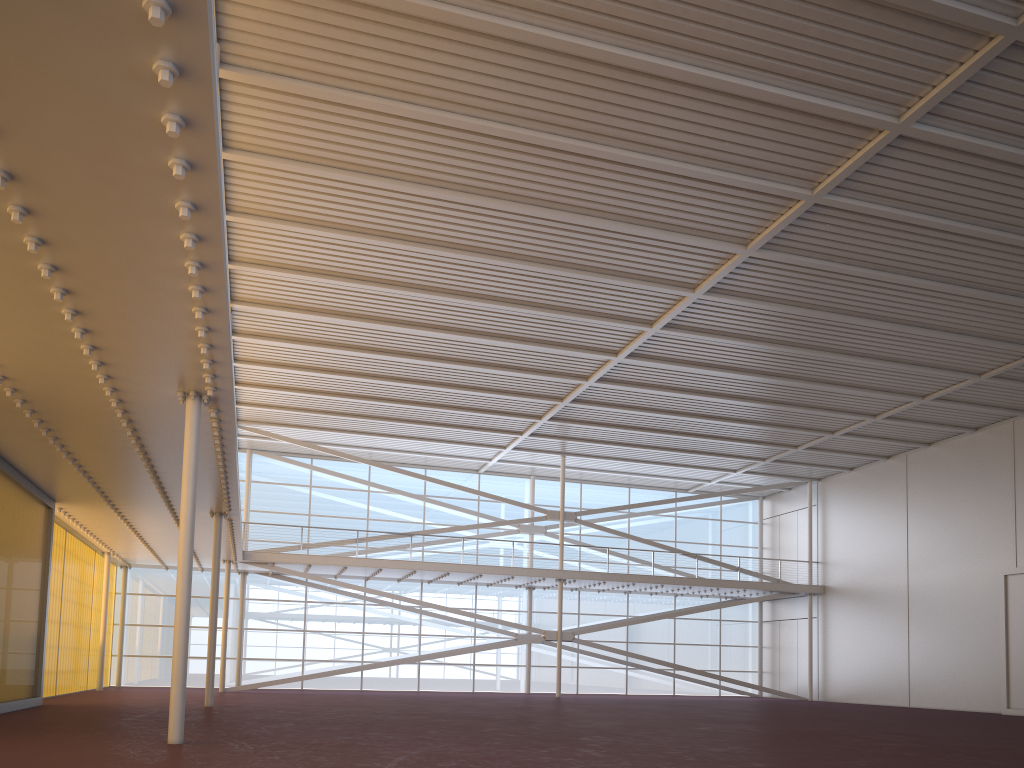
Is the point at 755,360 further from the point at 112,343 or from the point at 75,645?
the point at 75,645
